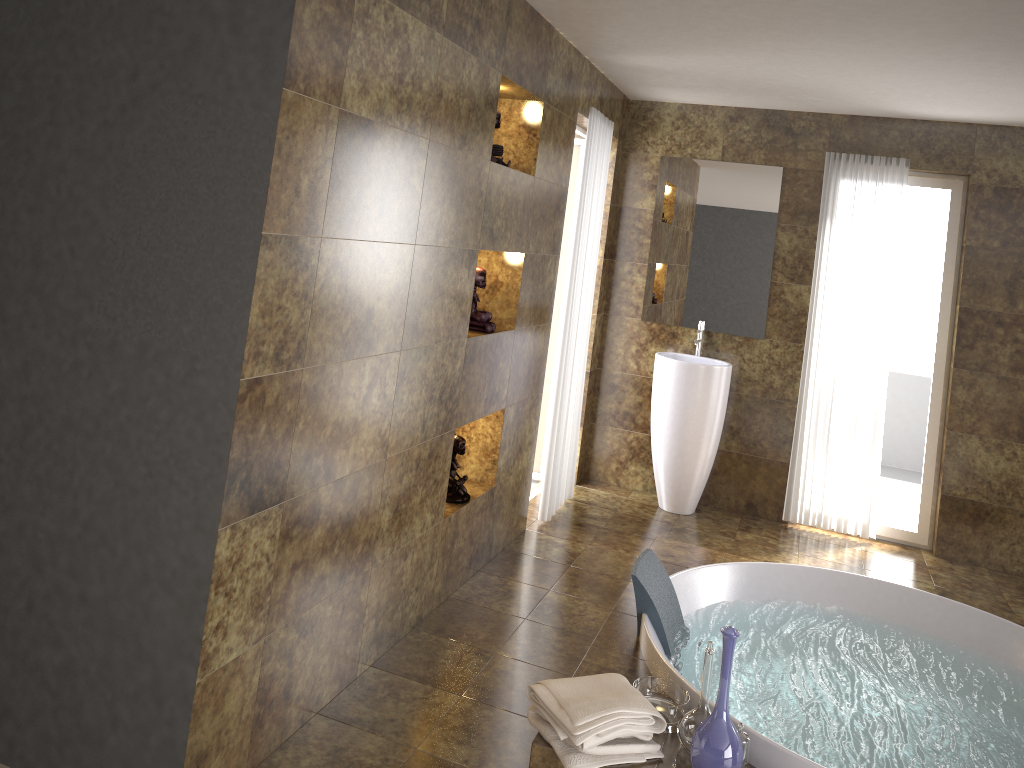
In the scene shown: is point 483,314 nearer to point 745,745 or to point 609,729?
point 609,729

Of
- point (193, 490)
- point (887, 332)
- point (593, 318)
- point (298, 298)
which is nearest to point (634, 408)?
point (593, 318)

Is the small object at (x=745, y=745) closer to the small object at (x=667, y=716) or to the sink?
the small object at (x=667, y=716)

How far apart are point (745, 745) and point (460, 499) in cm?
164

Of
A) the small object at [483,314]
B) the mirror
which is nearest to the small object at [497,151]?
the small object at [483,314]

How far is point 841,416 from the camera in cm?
527

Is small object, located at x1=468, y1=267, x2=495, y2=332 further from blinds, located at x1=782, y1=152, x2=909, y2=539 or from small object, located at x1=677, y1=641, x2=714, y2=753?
blinds, located at x1=782, y1=152, x2=909, y2=539

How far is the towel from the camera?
2.5m

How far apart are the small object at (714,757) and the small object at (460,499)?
1.57m

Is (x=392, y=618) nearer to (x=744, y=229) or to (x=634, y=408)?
(x=634, y=408)
